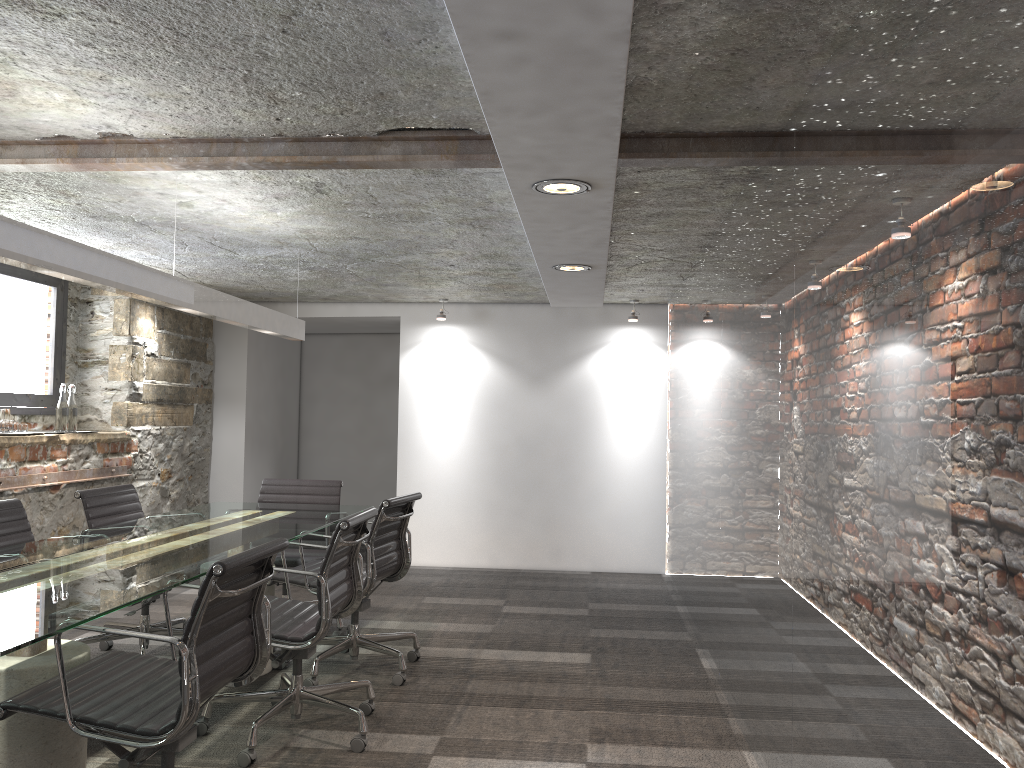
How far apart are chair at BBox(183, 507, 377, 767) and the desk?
0.2m

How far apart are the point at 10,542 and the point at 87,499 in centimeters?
60cm

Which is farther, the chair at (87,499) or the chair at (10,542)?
the chair at (87,499)

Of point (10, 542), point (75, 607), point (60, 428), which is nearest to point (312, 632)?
point (75, 607)

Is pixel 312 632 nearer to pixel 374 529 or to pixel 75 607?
pixel 374 529

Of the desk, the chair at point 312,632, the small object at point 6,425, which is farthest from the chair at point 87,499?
the small object at point 6,425

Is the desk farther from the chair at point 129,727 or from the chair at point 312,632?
the chair at point 312,632

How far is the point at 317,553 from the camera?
5.0 meters

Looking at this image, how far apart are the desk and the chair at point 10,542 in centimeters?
27cm

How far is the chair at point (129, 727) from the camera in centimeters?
219cm
